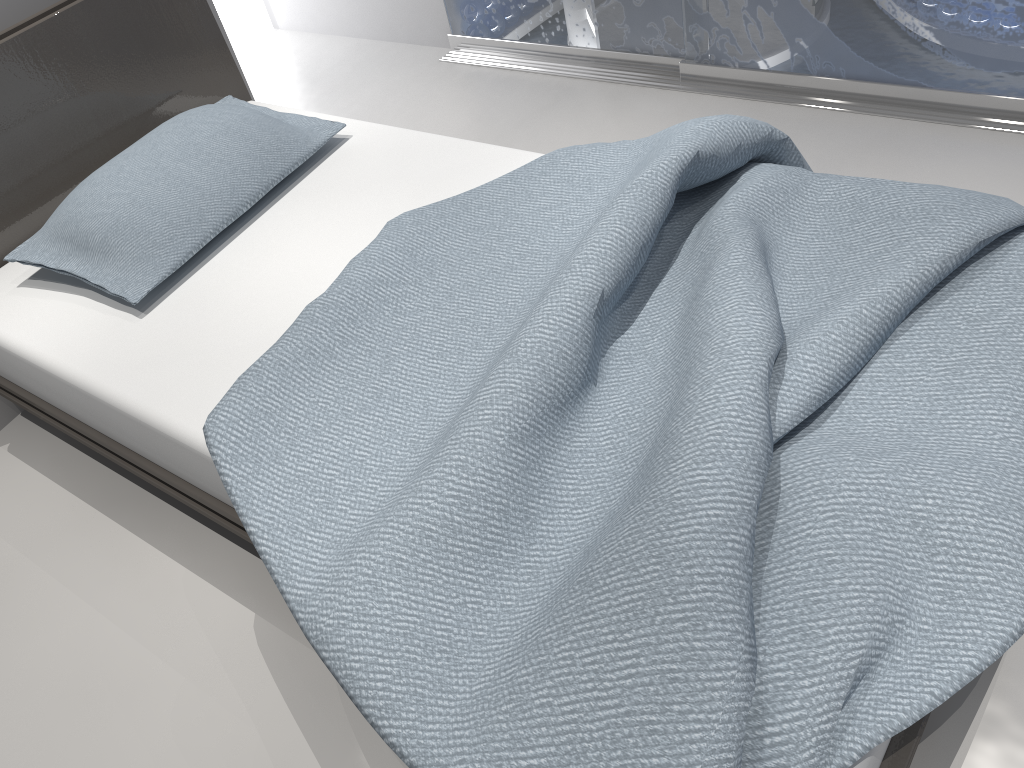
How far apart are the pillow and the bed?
0.04m

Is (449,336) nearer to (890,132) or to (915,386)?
(915,386)

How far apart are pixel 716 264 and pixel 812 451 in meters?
0.4

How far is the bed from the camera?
1.0 meters

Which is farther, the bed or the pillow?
the pillow

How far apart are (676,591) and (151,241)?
1.4 meters

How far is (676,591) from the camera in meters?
1.0

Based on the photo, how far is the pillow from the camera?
1.9m

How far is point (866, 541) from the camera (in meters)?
1.03
